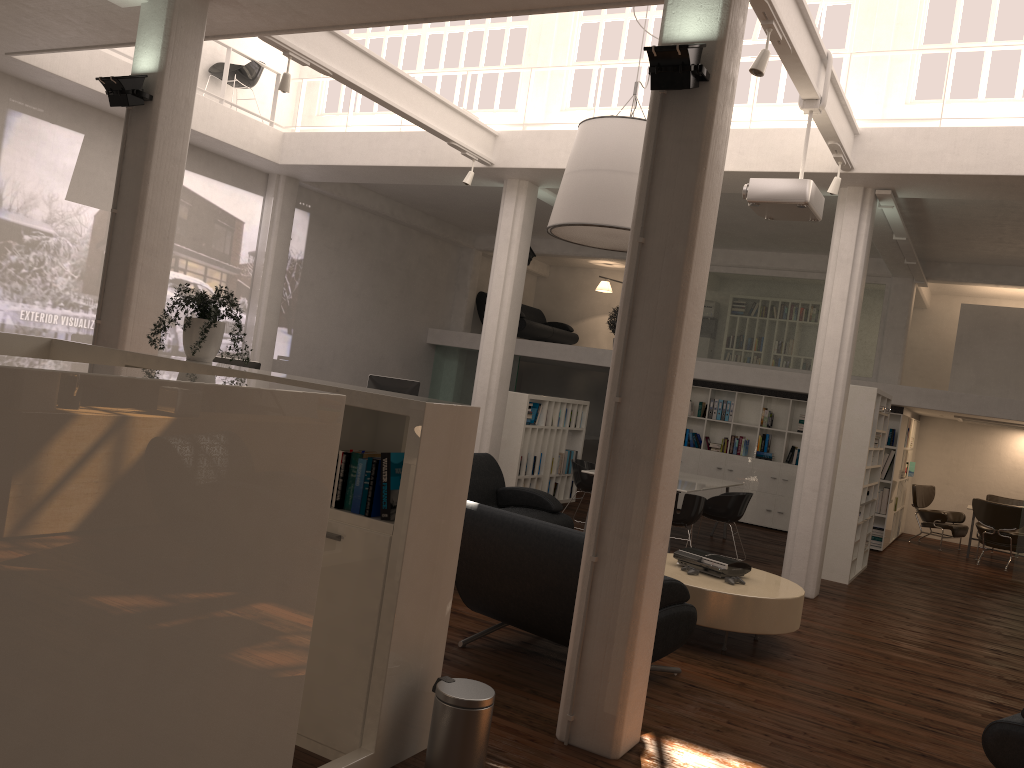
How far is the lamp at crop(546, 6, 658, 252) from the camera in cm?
837

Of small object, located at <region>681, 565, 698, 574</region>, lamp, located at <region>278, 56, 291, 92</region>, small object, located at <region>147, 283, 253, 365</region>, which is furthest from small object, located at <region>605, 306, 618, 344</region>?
small object, located at <region>147, 283, 253, 365</region>

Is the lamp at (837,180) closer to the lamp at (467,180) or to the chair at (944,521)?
the lamp at (467,180)

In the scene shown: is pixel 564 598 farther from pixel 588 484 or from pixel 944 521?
pixel 944 521

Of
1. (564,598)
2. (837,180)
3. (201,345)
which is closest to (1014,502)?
(837,180)

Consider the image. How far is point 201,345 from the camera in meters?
5.4 m

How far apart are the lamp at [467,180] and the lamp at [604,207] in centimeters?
308cm

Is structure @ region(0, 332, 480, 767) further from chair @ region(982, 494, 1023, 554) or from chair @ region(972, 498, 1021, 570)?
chair @ region(982, 494, 1023, 554)

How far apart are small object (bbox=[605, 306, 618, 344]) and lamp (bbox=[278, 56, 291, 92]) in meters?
11.6

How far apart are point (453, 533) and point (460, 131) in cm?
792
